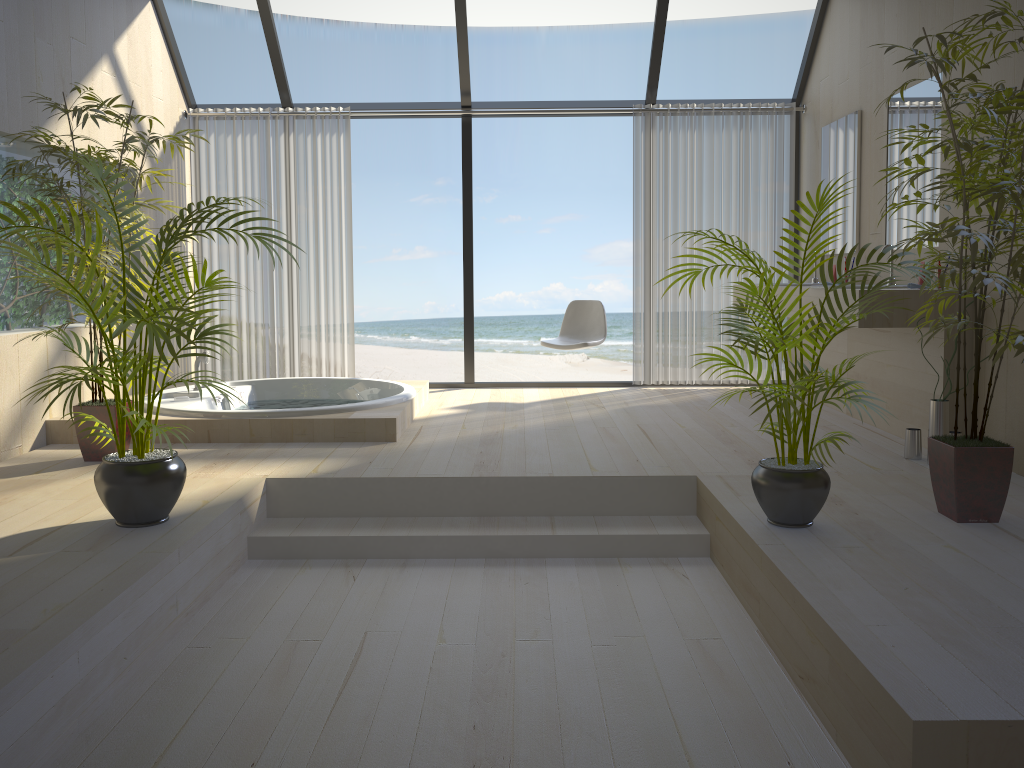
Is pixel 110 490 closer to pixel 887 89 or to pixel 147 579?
pixel 147 579

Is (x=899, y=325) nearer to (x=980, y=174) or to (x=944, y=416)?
(x=944, y=416)

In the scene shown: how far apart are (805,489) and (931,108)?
2.6 meters

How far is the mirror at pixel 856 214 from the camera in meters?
5.4

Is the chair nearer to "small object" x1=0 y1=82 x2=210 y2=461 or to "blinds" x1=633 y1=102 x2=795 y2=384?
"blinds" x1=633 y1=102 x2=795 y2=384

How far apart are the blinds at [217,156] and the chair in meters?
1.5

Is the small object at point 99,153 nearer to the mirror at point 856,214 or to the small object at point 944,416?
the small object at point 944,416

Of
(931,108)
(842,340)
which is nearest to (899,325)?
(931,108)

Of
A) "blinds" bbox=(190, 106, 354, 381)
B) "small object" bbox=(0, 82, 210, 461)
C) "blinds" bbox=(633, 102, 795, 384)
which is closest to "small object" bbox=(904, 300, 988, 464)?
"blinds" bbox=(633, 102, 795, 384)

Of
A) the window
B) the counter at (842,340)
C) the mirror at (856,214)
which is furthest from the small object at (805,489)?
the window
